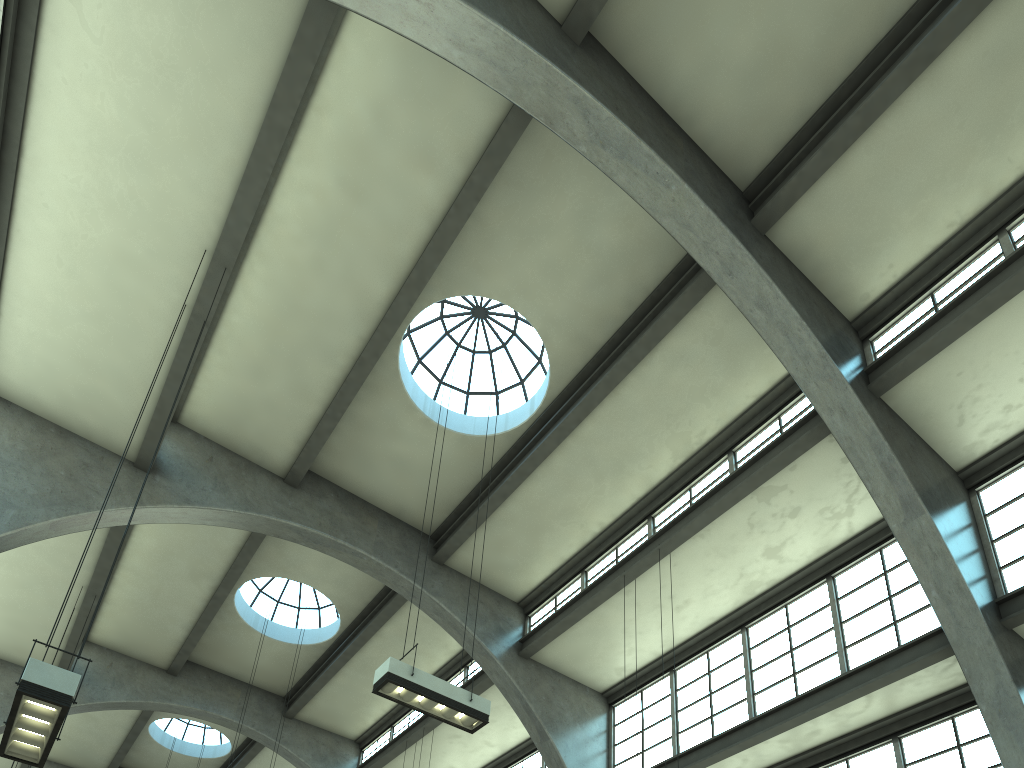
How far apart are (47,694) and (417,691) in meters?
4.0 m

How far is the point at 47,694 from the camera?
6.4 meters

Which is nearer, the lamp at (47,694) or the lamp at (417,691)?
the lamp at (47,694)

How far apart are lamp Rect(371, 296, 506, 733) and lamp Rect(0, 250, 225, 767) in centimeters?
339cm

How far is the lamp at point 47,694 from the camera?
6.36m

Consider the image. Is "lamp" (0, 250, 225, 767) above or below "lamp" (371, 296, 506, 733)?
below

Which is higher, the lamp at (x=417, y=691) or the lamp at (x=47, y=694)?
the lamp at (x=417, y=691)

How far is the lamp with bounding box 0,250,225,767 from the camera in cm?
636

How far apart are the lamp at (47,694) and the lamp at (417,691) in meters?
3.4
